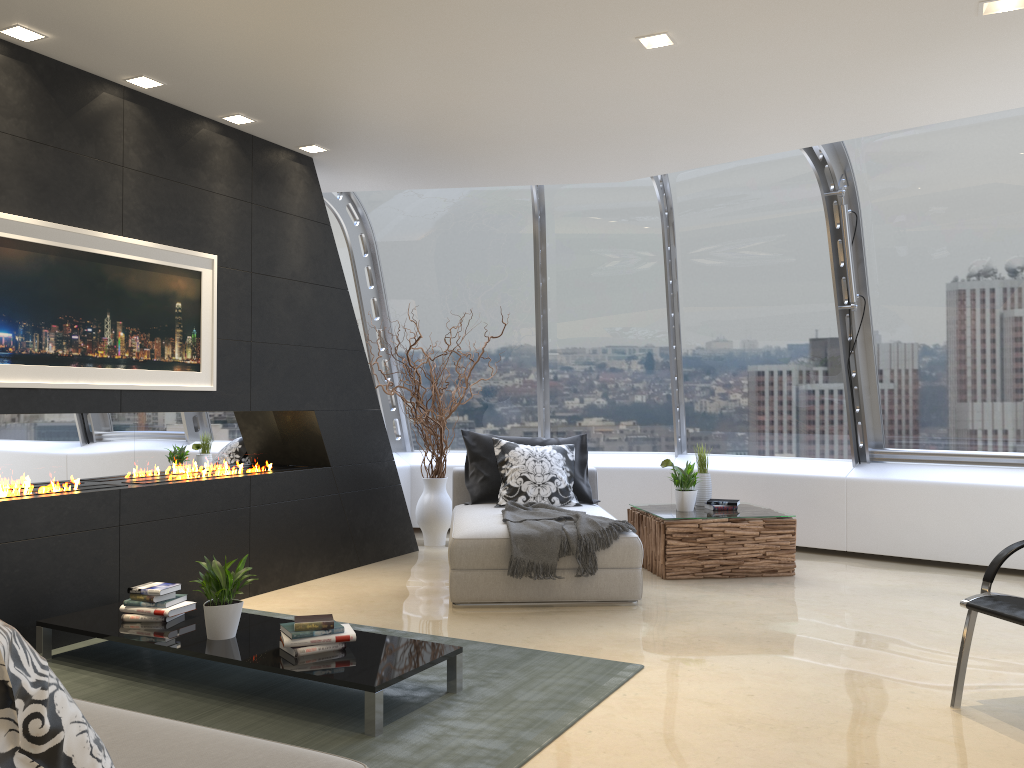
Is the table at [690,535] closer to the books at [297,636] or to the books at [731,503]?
the books at [731,503]

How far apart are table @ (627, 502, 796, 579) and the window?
1.0m

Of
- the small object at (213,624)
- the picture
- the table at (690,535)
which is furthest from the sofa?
the table at (690,535)

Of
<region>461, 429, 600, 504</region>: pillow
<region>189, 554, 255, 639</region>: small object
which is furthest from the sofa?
<region>461, 429, 600, 504</region>: pillow

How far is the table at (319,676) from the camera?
3.31m

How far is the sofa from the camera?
1.9 meters

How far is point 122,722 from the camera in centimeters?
212cm

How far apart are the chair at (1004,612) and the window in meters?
3.3 m

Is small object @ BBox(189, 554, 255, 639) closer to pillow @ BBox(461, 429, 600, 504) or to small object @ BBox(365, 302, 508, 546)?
pillow @ BBox(461, 429, 600, 504)

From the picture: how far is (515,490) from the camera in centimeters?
643cm
